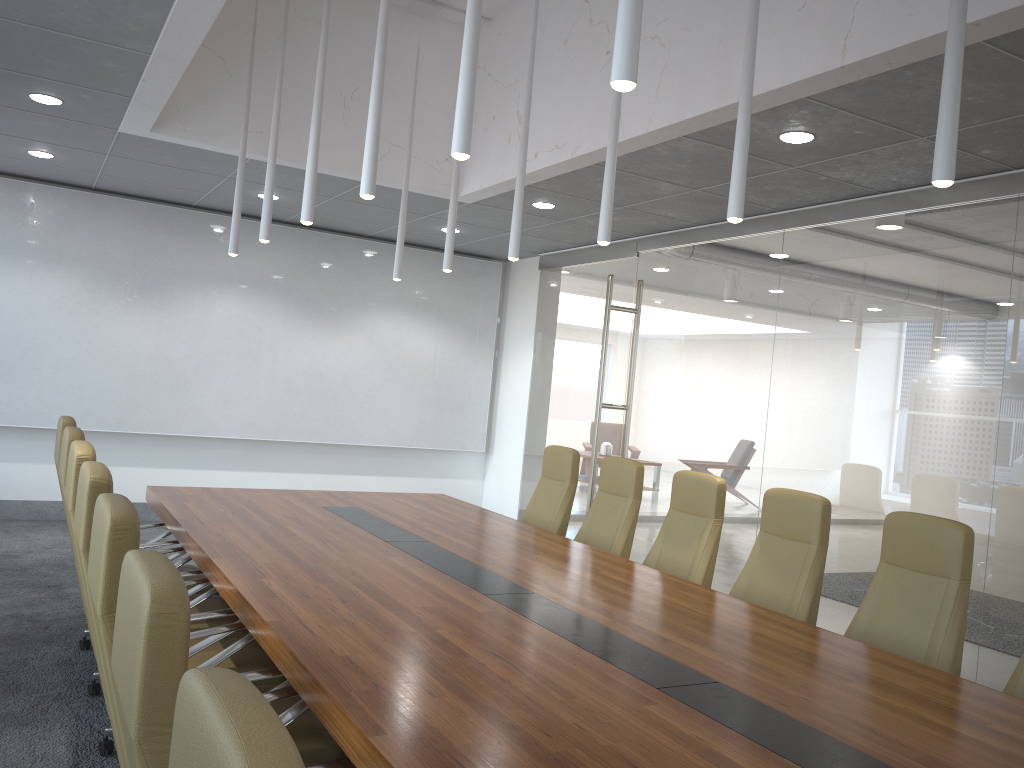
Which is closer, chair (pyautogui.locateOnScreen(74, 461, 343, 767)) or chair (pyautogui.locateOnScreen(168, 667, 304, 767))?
chair (pyautogui.locateOnScreen(168, 667, 304, 767))

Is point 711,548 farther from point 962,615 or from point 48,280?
point 48,280

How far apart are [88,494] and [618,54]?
2.2m

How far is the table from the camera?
2.4 meters

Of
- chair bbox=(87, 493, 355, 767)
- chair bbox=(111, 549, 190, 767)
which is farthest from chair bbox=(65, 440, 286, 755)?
chair bbox=(111, 549, 190, 767)

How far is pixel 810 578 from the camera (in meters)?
4.58

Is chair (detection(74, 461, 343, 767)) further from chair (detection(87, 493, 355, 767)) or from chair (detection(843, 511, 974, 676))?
chair (detection(843, 511, 974, 676))

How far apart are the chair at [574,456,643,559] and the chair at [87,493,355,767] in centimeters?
322cm

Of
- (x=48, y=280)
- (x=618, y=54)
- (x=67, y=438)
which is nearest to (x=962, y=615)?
(x=618, y=54)

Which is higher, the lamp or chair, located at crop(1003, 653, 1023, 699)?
the lamp
